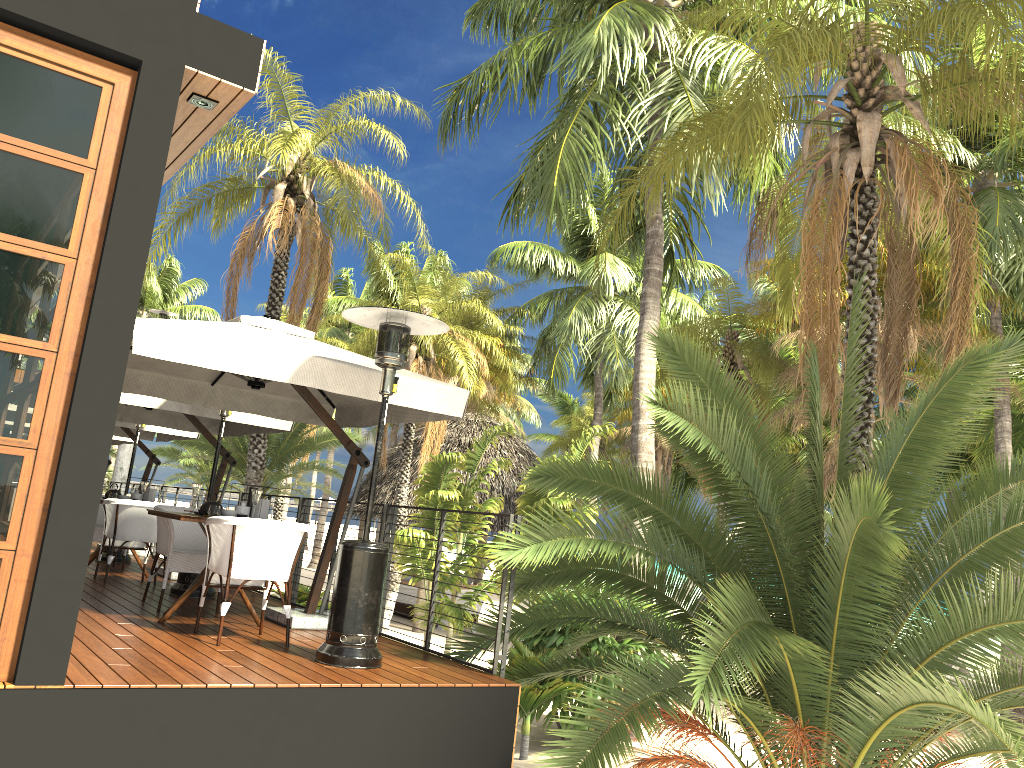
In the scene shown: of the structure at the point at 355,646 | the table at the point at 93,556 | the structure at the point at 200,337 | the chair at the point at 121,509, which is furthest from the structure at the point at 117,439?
the structure at the point at 355,646

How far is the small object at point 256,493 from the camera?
6.46m

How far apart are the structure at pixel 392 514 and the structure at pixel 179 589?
0.7m

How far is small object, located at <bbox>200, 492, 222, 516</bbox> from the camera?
6.5m

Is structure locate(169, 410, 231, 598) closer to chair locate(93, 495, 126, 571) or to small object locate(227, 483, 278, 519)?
small object locate(227, 483, 278, 519)

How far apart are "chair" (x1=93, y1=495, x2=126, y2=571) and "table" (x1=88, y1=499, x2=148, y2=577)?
0.3 meters

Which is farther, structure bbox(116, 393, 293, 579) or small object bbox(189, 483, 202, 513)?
structure bbox(116, 393, 293, 579)

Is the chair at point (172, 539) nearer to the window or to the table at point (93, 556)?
the table at point (93, 556)

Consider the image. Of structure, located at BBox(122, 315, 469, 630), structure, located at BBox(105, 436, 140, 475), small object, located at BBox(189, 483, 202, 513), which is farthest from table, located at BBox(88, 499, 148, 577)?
structure, located at BBox(105, 436, 140, 475)

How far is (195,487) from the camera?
6.67m
